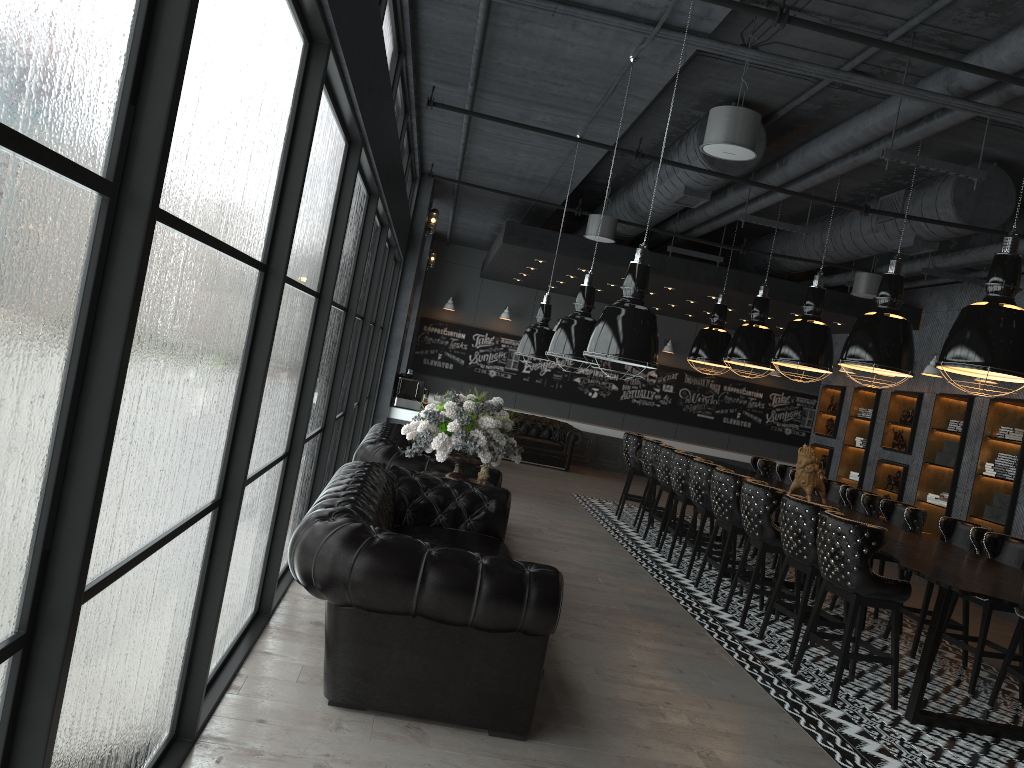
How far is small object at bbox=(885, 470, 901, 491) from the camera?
12.16m

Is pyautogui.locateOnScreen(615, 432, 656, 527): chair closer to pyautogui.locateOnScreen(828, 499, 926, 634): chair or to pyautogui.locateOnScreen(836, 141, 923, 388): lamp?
pyautogui.locateOnScreen(828, 499, 926, 634): chair

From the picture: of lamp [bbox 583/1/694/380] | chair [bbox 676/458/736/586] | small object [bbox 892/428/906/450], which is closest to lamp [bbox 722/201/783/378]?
chair [bbox 676/458/736/586]

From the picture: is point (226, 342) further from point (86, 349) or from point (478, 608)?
point (478, 608)

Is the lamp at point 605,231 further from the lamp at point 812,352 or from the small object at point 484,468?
the small object at point 484,468

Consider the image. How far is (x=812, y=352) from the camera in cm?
852

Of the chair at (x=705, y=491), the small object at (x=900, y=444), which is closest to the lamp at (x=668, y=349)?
the small object at (x=900, y=444)

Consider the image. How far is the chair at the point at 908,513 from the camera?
7.6 meters

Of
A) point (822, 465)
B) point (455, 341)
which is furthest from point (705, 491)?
point (455, 341)

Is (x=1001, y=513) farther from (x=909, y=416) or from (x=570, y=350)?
(x=570, y=350)
